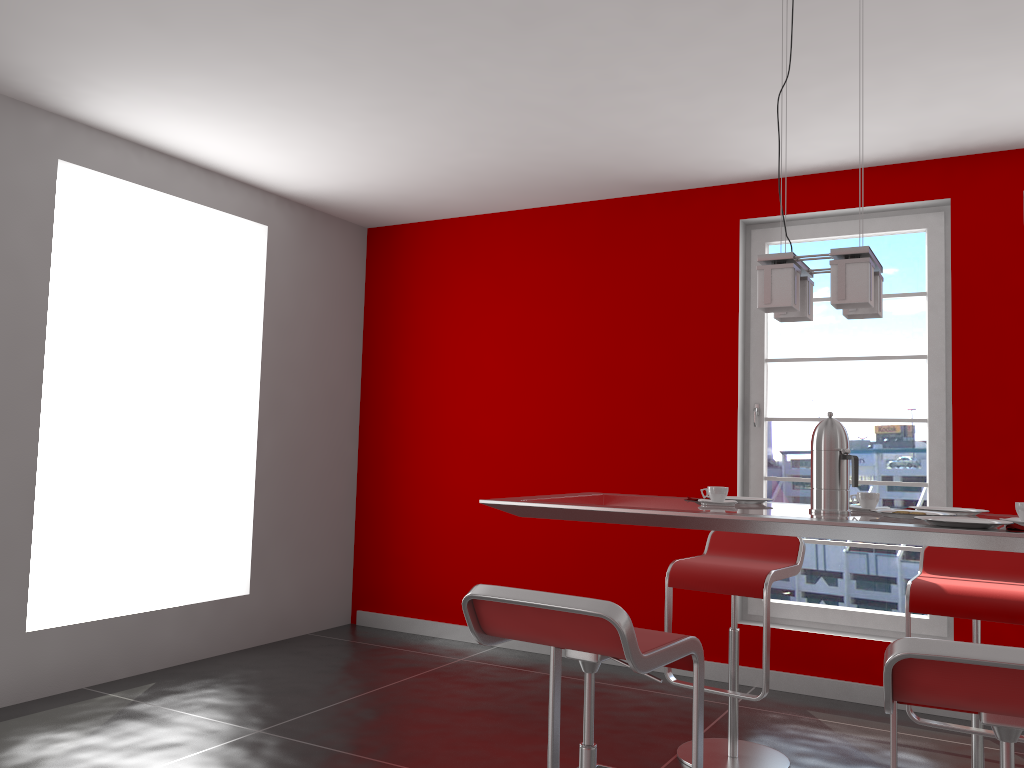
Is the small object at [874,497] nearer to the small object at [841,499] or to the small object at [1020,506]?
the small object at [841,499]

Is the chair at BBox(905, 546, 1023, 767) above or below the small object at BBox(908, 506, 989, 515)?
below

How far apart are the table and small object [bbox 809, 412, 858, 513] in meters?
0.0 m

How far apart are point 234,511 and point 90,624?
1.1 meters

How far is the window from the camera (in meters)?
4.29

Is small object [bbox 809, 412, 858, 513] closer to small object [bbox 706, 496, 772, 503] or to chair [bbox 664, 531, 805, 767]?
small object [bbox 706, 496, 772, 503]

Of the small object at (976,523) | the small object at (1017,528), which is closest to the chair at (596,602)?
the small object at (976,523)

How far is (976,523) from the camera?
2.0m

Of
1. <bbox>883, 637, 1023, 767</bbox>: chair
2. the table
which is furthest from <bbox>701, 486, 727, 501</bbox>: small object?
<bbox>883, 637, 1023, 767</bbox>: chair

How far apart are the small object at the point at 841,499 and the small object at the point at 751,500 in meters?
0.3
